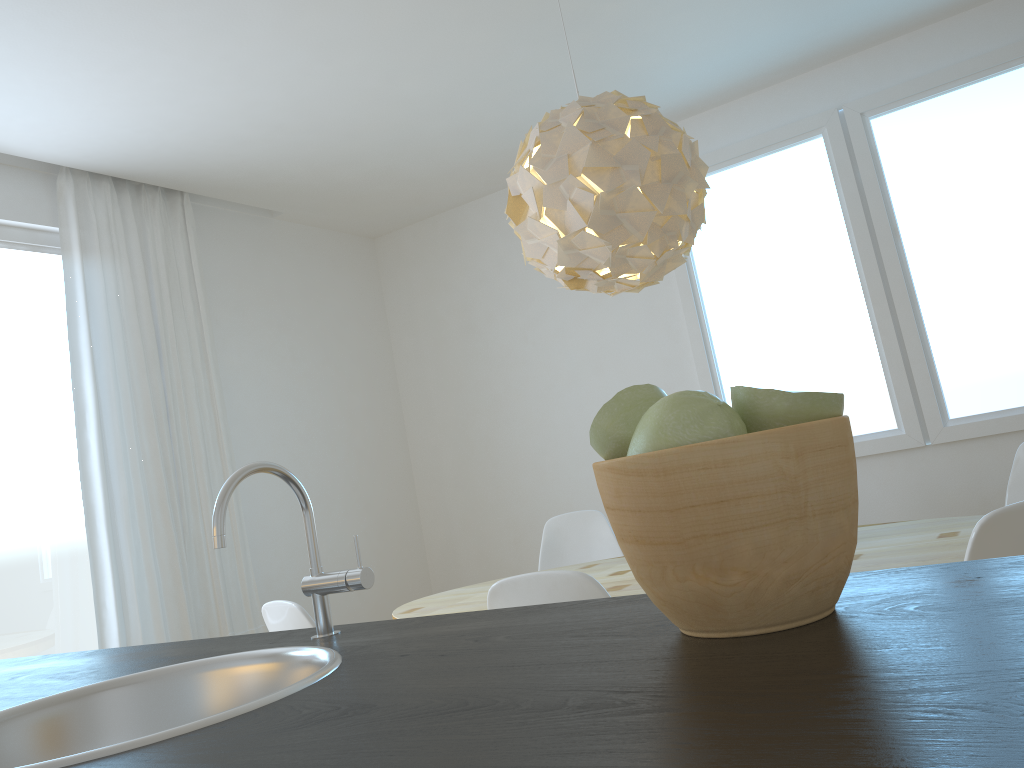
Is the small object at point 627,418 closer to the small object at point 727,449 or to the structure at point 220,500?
the small object at point 727,449

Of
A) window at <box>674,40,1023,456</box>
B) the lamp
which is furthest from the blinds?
window at <box>674,40,1023,456</box>

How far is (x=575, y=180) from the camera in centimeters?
249cm

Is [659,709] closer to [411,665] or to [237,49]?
[411,665]

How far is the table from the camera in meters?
2.2

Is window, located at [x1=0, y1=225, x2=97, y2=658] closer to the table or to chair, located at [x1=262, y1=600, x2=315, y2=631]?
the table

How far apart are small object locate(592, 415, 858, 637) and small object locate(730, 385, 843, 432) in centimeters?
1cm

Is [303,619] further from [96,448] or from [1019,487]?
[1019,487]

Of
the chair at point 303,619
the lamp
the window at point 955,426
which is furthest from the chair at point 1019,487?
the chair at point 303,619

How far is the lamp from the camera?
2.5m
